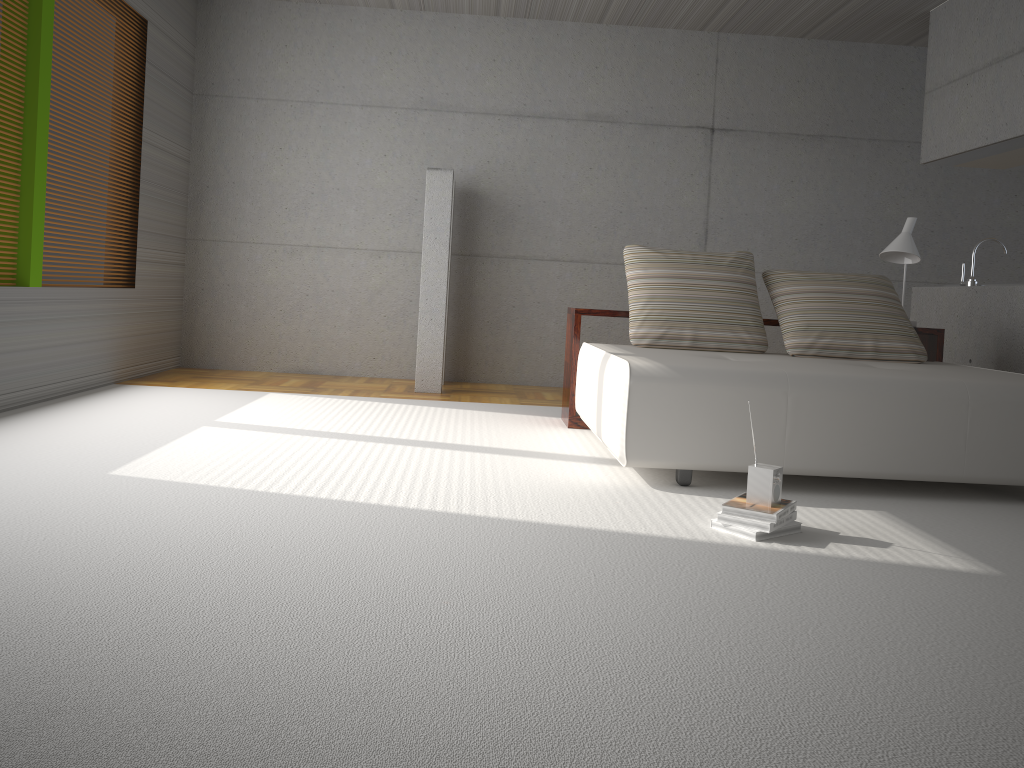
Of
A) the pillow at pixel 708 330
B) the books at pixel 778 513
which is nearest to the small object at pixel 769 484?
the books at pixel 778 513

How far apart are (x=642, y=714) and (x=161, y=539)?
1.59m

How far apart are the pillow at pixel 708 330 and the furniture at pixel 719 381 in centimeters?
19cm

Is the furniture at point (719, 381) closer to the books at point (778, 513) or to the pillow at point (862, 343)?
the pillow at point (862, 343)

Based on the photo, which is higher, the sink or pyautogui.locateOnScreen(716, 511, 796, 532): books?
the sink

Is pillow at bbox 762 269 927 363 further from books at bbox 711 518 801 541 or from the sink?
books at bbox 711 518 801 541

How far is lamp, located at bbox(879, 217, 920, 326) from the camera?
5.4 meters

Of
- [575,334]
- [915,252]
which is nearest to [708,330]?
[575,334]

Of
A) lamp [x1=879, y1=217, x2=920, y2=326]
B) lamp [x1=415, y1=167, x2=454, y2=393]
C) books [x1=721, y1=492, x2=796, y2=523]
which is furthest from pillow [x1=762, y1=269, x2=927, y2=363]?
lamp [x1=415, y1=167, x2=454, y2=393]

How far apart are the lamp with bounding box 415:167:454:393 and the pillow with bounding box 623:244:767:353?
1.8 meters
